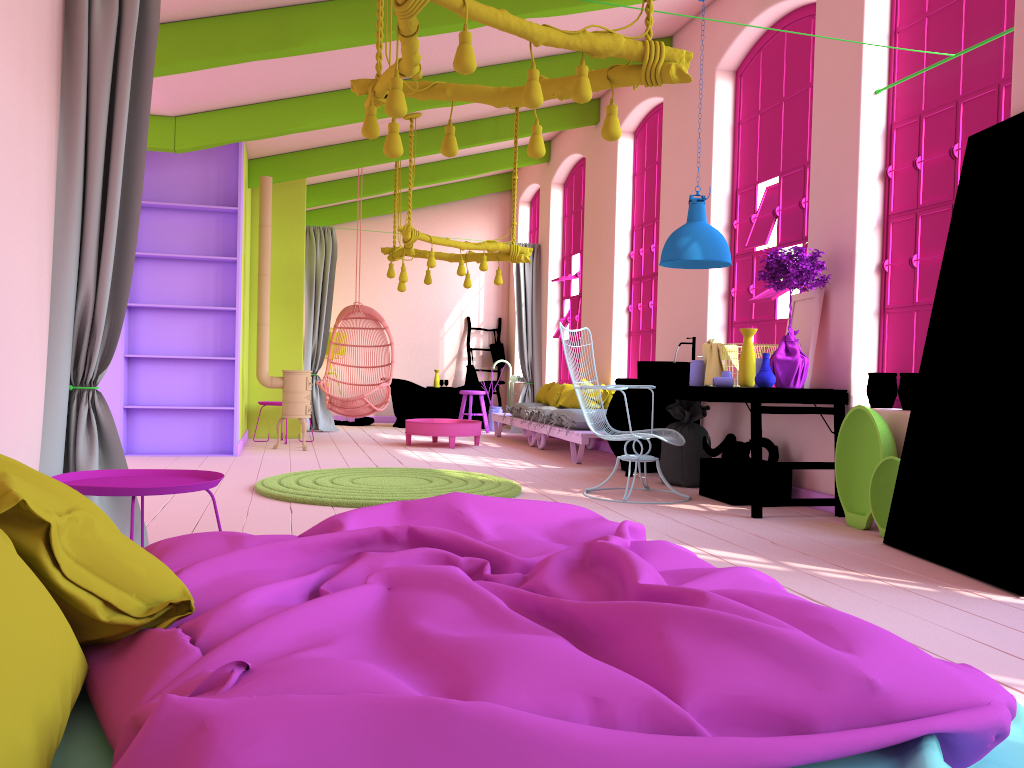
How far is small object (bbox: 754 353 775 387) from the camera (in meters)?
5.61

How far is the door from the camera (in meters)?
Result: 3.92

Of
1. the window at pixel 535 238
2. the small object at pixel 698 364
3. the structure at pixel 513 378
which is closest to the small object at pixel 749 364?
the small object at pixel 698 364

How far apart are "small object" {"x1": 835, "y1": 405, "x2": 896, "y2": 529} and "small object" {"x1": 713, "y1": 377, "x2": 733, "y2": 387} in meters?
1.0

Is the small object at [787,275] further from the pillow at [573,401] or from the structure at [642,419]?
the pillow at [573,401]

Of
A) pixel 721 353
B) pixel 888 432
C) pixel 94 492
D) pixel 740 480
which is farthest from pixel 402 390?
pixel 94 492

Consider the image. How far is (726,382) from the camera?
6.3m

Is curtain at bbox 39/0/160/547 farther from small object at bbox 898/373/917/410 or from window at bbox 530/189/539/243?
window at bbox 530/189/539/243

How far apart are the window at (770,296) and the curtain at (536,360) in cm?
517

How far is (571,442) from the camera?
8.75m
